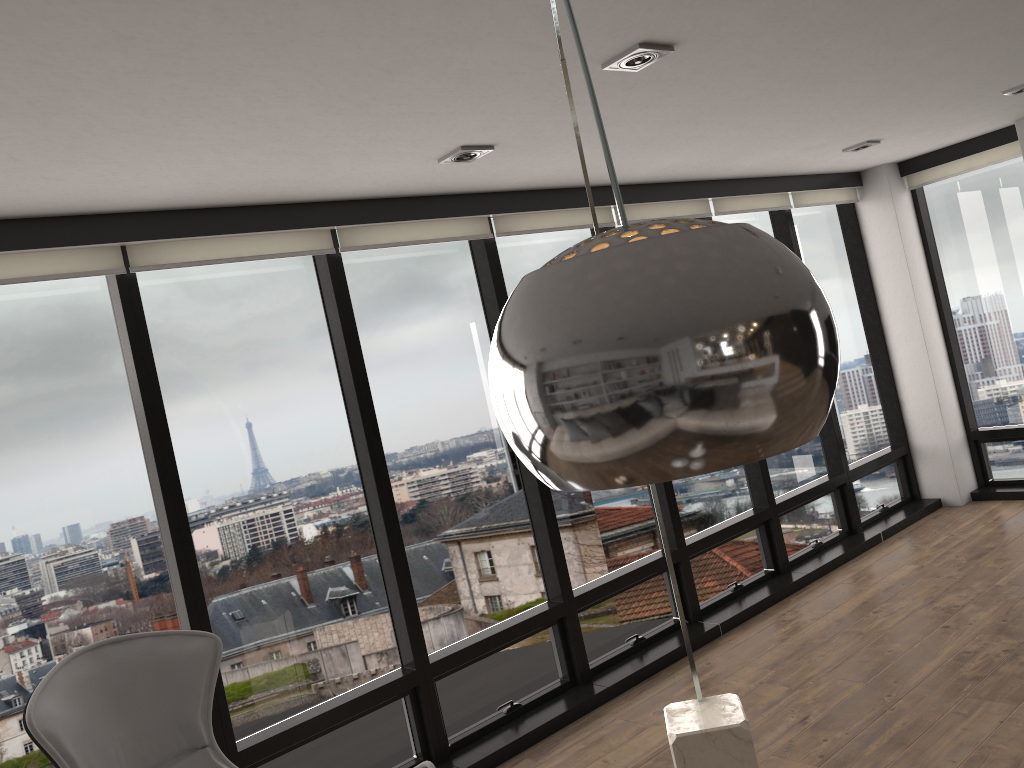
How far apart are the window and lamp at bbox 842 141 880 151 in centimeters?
77cm

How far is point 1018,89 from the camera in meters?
4.4

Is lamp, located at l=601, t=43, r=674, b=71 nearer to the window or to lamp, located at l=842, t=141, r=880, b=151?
the window

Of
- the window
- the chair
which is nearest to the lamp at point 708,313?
the chair

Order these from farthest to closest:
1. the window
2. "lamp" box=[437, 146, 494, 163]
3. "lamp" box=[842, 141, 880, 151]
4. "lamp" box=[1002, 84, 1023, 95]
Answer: "lamp" box=[842, 141, 880, 151] < "lamp" box=[1002, 84, 1023, 95] < "lamp" box=[437, 146, 494, 163] < the window

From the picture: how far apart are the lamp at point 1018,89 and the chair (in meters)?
4.22

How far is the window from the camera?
3.1m

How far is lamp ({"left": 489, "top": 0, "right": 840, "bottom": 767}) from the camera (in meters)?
0.67

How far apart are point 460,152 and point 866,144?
2.92m

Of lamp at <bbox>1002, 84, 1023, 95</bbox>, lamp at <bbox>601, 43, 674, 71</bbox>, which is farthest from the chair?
lamp at <bbox>1002, 84, 1023, 95</bbox>
